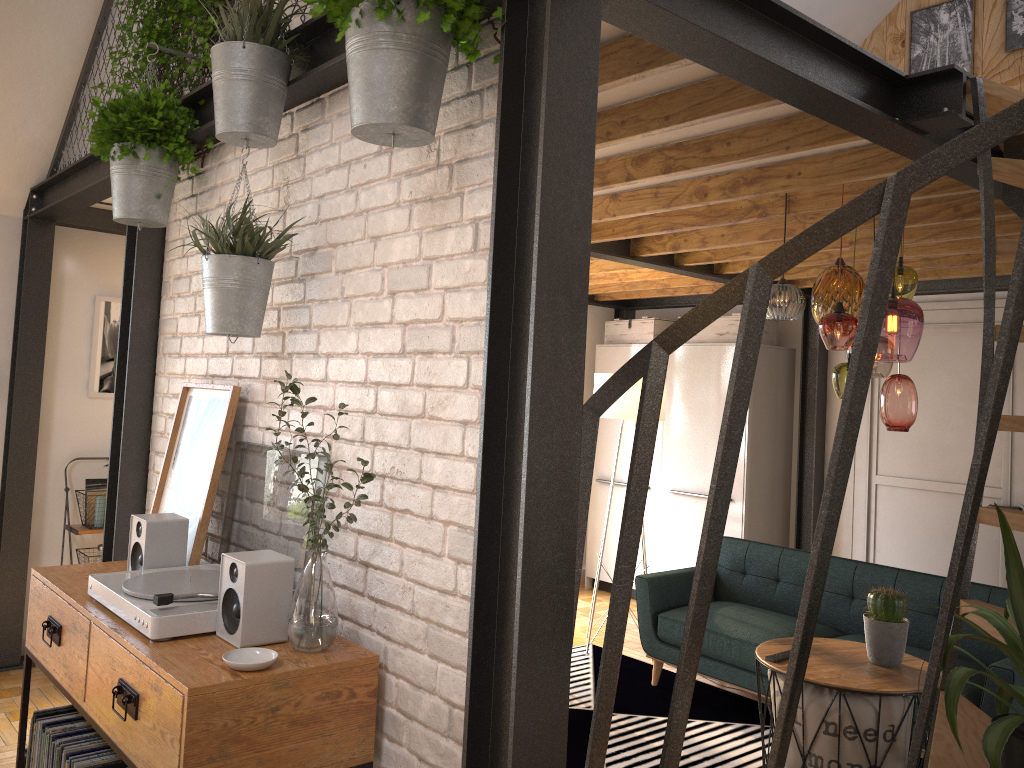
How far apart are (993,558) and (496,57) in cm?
509

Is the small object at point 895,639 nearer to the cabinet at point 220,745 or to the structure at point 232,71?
the cabinet at point 220,745

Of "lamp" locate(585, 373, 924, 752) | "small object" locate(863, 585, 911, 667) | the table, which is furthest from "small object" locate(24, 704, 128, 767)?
"lamp" locate(585, 373, 924, 752)

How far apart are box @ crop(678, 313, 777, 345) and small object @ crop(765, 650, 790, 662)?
3.3 meters

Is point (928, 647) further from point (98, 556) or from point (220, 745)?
point (98, 556)

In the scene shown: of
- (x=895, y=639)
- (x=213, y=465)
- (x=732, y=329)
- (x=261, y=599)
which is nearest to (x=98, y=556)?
(x=213, y=465)

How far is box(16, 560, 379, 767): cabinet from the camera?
1.8m

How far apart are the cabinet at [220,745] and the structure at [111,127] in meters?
1.1 m

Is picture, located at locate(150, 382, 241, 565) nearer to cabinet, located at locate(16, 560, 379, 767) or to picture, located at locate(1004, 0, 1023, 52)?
cabinet, located at locate(16, 560, 379, 767)

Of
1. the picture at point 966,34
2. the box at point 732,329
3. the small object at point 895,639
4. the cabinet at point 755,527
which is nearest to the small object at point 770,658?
the small object at point 895,639
